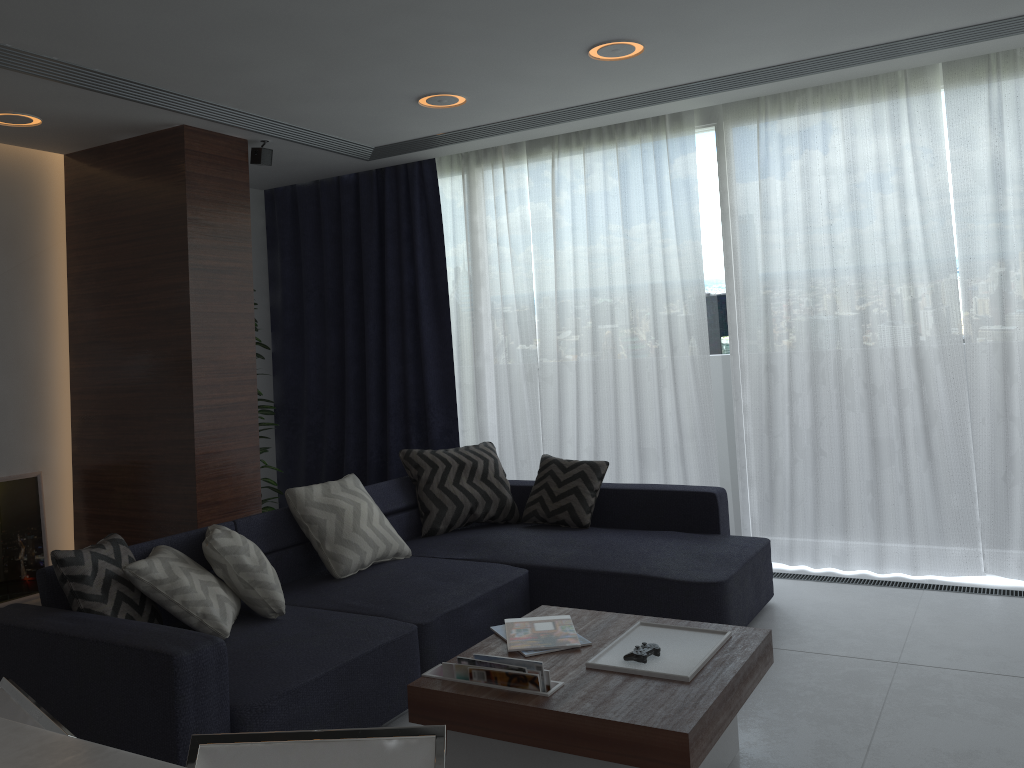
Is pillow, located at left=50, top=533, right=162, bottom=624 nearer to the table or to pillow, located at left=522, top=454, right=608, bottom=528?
the table

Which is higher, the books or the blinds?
the blinds

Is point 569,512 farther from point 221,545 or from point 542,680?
point 542,680

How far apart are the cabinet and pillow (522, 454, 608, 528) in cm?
345

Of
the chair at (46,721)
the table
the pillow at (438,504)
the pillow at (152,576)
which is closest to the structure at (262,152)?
the pillow at (438,504)

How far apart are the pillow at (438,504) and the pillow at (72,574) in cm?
168

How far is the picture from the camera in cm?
494

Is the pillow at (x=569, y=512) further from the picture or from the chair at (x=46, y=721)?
the chair at (x=46, y=721)

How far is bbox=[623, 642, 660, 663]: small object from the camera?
2.55m

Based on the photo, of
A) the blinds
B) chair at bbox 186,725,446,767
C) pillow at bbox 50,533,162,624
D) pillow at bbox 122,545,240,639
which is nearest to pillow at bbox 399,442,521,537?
the blinds
